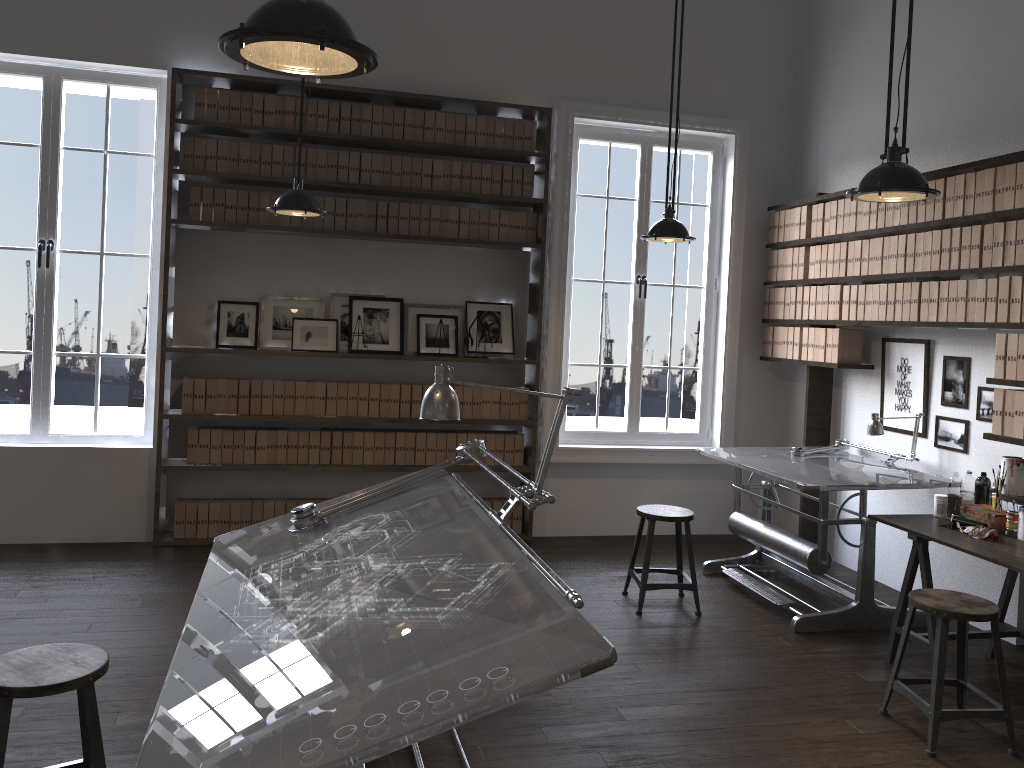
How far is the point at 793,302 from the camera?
6.10m

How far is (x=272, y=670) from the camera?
2.0 meters

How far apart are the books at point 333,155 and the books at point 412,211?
0.54m

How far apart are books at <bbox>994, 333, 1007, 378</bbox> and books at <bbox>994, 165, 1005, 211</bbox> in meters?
0.6 m

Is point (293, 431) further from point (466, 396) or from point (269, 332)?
point (466, 396)

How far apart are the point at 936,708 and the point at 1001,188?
2.52m

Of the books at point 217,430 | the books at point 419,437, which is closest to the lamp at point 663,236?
the books at point 419,437

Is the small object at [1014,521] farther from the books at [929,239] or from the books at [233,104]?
the books at [233,104]

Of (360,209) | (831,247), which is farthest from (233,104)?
(831,247)

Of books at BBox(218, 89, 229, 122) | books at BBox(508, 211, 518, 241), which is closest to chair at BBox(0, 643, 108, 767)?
books at BBox(218, 89, 229, 122)
